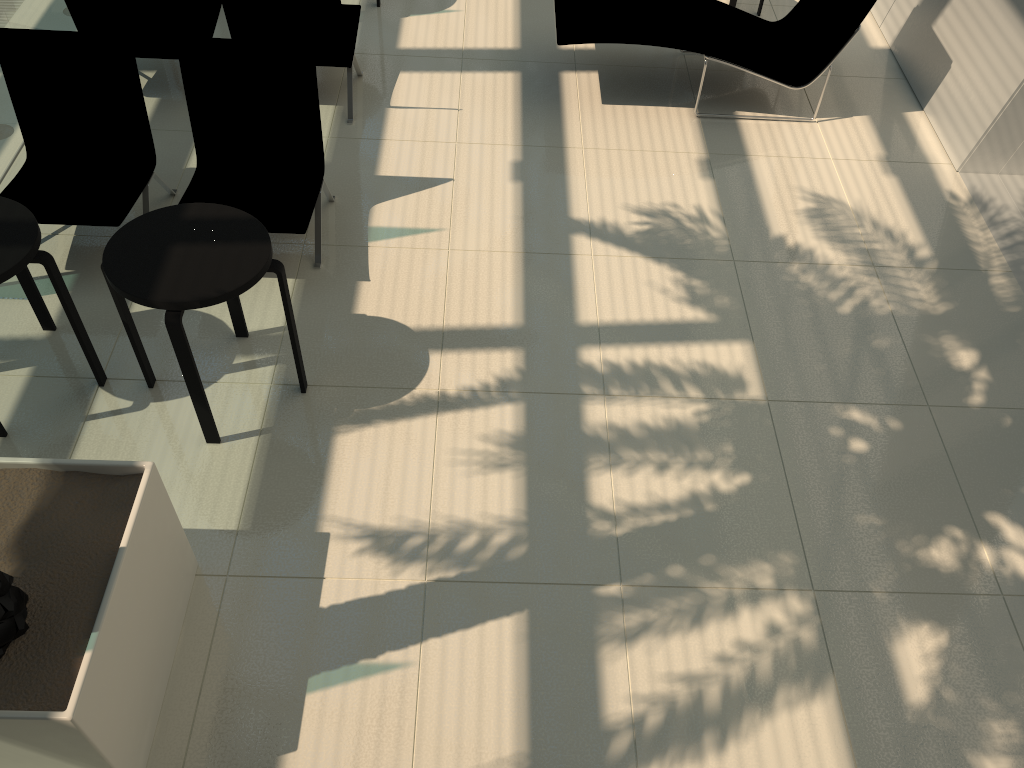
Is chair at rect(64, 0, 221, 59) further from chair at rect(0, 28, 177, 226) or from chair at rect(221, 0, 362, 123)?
chair at rect(0, 28, 177, 226)

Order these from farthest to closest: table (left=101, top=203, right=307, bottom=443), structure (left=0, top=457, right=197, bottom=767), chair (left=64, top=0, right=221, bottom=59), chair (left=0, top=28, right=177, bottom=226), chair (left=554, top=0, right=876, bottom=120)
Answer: chair (left=554, top=0, right=876, bottom=120), chair (left=64, top=0, right=221, bottom=59), chair (left=0, top=28, right=177, bottom=226), table (left=101, top=203, right=307, bottom=443), structure (left=0, top=457, right=197, bottom=767)

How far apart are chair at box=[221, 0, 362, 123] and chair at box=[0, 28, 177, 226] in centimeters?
98cm

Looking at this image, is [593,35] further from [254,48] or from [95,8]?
[95,8]

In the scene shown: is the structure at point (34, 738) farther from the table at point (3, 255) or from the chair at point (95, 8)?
the chair at point (95, 8)

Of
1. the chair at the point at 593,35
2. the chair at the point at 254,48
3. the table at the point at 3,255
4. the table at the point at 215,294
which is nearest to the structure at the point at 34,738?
the table at the point at 215,294

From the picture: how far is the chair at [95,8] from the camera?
5.6m

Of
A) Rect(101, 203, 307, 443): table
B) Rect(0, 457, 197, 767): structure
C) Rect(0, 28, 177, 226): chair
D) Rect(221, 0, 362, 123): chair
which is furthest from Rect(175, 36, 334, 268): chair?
Rect(0, 457, 197, 767): structure

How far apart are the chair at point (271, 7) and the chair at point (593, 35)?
1.4m

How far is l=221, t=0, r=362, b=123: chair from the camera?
5.6 meters
